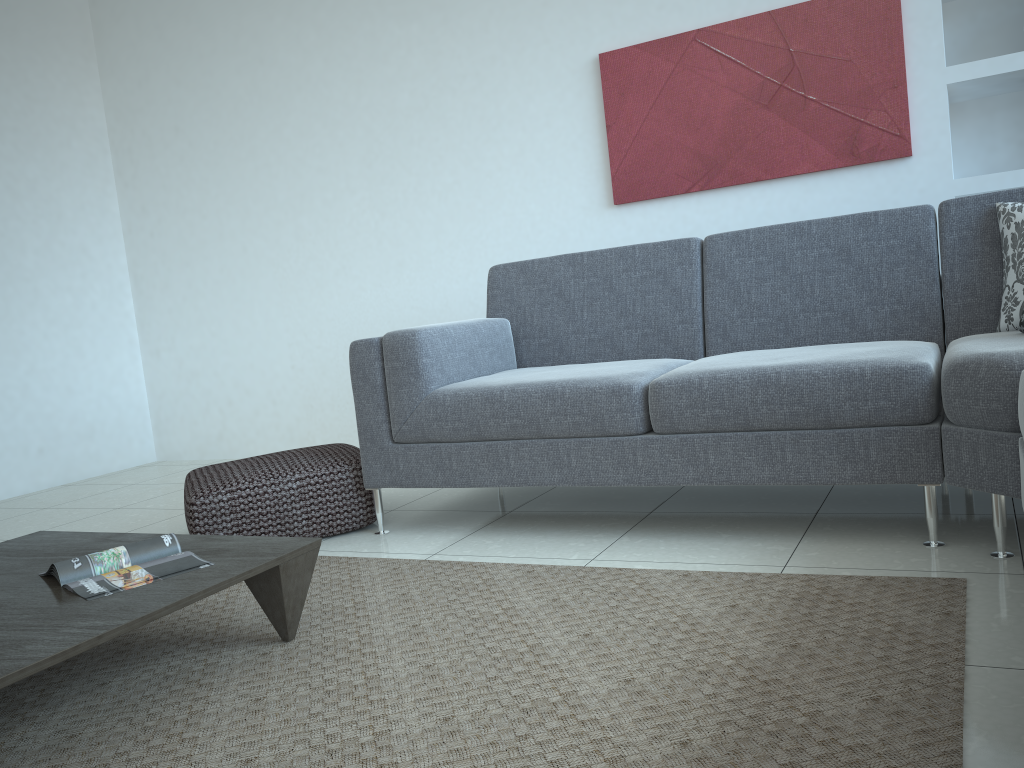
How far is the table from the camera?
1.49m

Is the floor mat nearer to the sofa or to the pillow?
the sofa

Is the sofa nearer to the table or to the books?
the table

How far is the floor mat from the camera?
1.38m

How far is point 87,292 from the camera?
5.2m

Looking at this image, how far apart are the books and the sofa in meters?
0.9 m

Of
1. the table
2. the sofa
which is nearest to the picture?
the sofa

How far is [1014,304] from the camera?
2.46m

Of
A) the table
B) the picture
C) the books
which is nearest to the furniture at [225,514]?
the table

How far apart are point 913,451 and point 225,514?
2.00m
